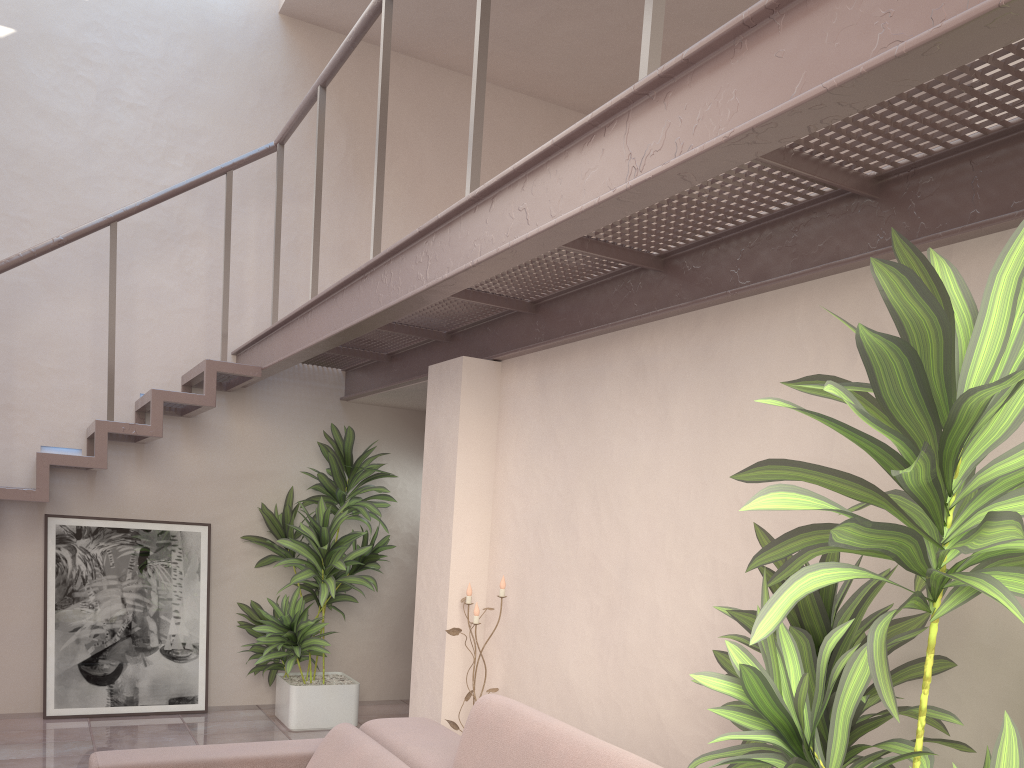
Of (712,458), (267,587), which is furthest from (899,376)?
(267,587)

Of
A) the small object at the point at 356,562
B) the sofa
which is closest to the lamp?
the sofa

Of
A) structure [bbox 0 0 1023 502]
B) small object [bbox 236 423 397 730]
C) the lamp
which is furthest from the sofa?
small object [bbox 236 423 397 730]

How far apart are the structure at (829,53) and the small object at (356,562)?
0.25m

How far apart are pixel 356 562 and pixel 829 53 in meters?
4.1 m

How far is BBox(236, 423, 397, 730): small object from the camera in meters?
→ 5.1

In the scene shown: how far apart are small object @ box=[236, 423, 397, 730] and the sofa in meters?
2.3

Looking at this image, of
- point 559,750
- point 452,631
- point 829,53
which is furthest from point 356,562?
point 829,53

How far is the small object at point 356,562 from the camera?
5.1 meters

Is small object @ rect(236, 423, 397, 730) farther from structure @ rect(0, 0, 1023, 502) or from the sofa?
the sofa
